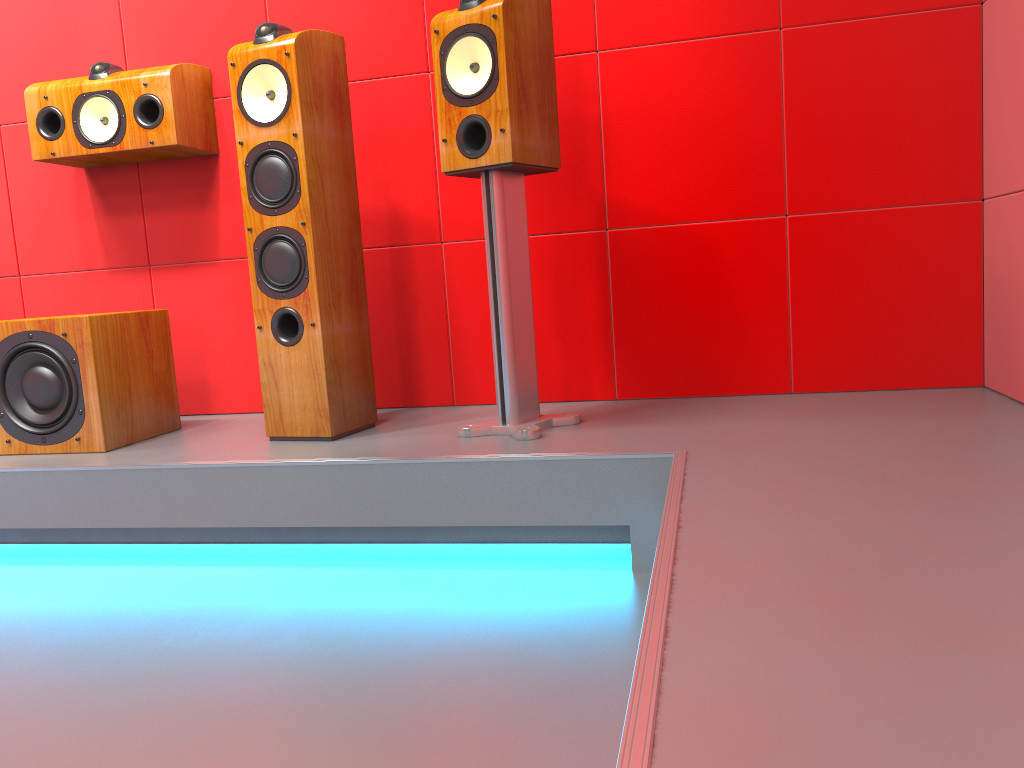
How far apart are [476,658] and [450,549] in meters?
0.6 m

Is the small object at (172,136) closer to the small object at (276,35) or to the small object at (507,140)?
the small object at (276,35)

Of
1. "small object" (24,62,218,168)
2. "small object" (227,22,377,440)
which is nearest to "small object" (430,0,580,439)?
"small object" (227,22,377,440)

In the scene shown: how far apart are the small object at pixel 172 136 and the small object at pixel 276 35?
0.39m

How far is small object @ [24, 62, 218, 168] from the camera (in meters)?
2.58

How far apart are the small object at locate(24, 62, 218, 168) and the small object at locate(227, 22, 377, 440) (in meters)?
0.39

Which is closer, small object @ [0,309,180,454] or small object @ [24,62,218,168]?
small object @ [0,309,180,454]

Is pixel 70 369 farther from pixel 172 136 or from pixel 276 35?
pixel 276 35

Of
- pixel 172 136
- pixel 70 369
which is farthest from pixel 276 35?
pixel 70 369

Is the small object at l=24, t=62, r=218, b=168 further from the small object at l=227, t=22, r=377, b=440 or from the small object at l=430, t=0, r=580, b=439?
the small object at l=430, t=0, r=580, b=439
